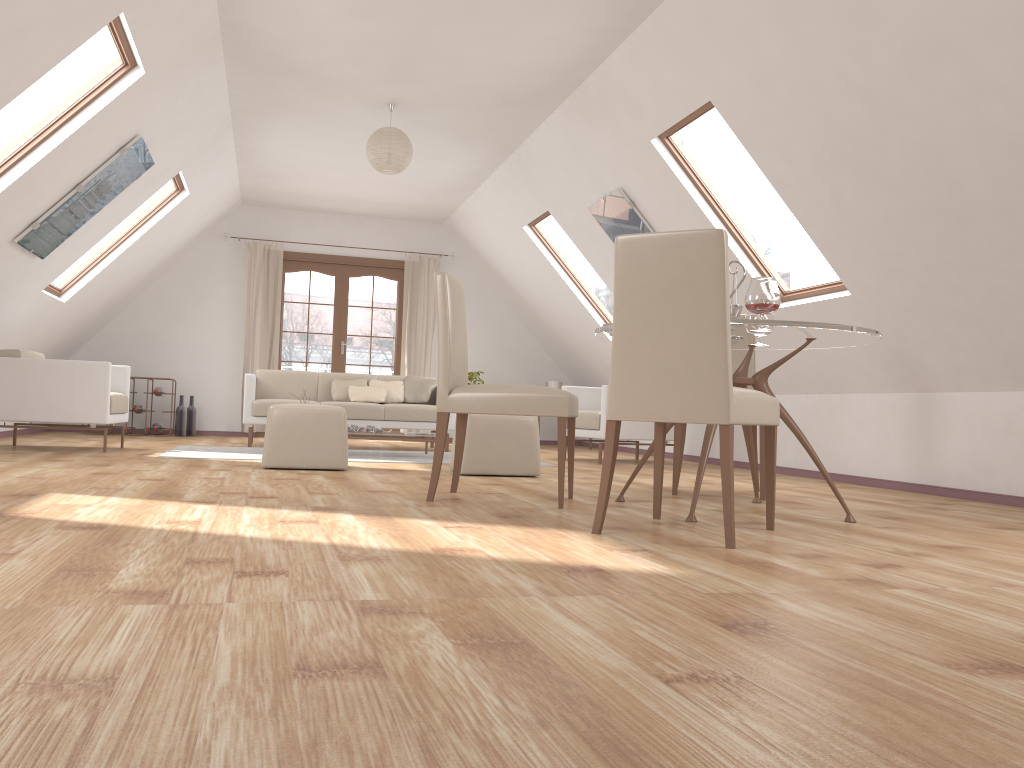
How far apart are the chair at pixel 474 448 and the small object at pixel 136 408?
5.2m

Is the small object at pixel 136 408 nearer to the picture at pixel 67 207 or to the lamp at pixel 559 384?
the picture at pixel 67 207

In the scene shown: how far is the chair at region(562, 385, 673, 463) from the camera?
7.2m

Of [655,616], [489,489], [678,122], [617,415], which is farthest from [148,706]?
[678,122]

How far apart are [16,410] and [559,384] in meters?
5.8 m

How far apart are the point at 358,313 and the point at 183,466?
9.9m

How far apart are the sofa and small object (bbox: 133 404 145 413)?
1.6m

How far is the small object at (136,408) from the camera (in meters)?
9.07

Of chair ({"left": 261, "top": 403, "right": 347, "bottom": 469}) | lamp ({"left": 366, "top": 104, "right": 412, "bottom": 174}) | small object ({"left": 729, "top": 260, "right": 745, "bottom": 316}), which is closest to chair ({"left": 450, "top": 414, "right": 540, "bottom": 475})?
chair ({"left": 261, "top": 403, "right": 347, "bottom": 469})

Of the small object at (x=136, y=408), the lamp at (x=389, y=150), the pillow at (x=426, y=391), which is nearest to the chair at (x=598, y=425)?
the pillow at (x=426, y=391)
